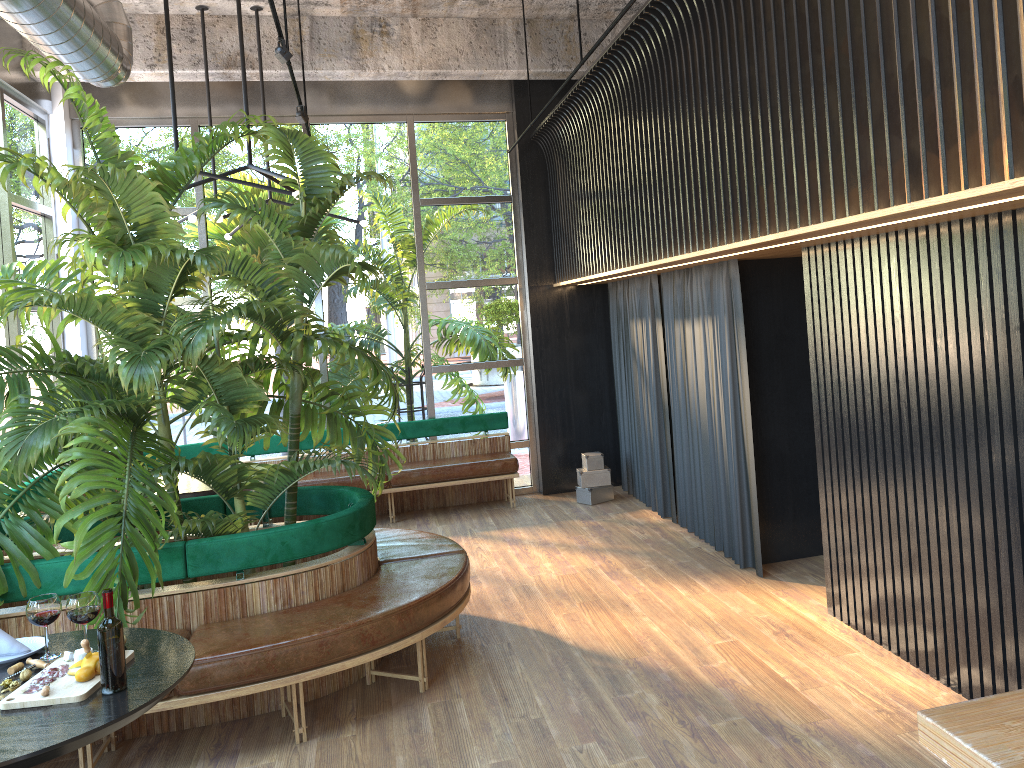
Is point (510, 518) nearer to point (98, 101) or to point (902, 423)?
point (902, 423)

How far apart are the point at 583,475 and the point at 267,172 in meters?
4.0 m

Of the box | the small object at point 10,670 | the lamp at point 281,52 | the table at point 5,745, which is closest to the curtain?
the box

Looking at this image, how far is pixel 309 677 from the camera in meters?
3.8 m

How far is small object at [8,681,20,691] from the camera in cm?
267

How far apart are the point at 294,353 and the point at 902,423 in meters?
3.3 m

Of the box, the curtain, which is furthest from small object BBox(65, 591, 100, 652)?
the box

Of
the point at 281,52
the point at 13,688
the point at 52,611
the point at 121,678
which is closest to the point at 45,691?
the point at 13,688

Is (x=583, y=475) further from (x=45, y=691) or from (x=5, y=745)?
(x=5, y=745)

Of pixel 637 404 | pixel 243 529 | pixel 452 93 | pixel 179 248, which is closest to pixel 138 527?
pixel 243 529
